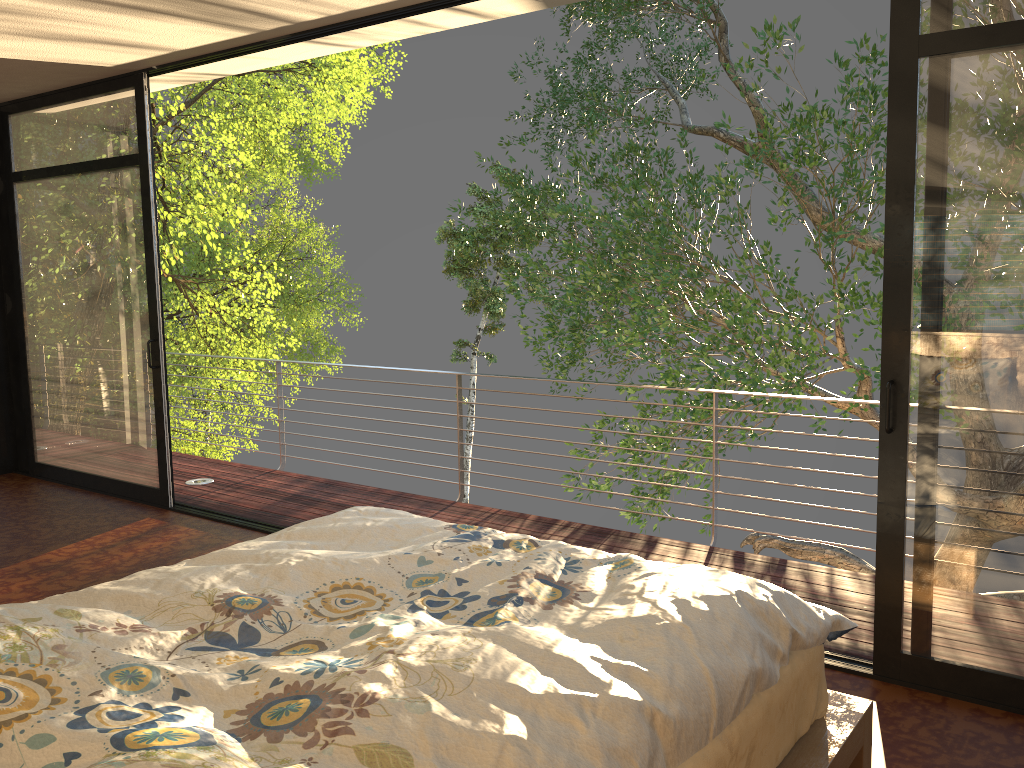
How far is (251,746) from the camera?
1.4 meters

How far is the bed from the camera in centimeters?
143cm

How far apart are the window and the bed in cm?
69

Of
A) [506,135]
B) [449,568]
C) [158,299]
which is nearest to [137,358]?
[158,299]

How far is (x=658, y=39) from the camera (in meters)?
13.30

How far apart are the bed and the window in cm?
69

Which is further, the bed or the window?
the window

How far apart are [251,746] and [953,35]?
2.6m

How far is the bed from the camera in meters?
1.4
